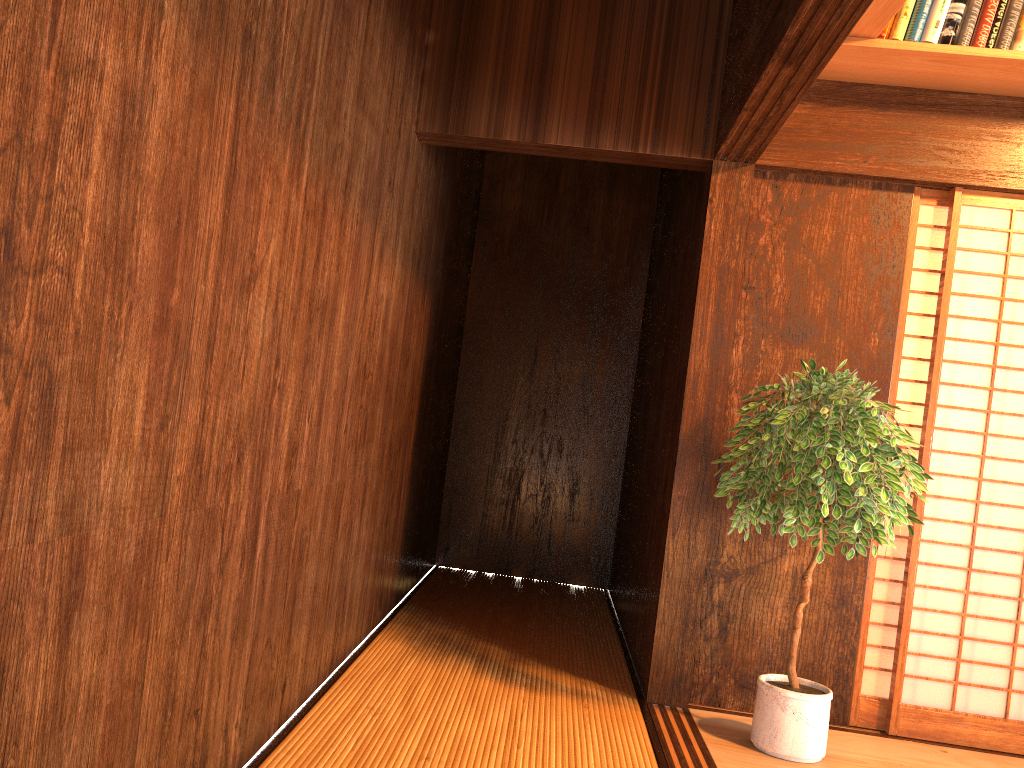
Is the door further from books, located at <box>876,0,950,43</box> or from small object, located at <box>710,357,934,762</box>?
books, located at <box>876,0,950,43</box>

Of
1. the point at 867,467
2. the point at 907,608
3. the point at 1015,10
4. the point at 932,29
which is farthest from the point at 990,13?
the point at 907,608

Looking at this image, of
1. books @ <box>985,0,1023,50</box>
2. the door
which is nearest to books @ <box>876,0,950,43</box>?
books @ <box>985,0,1023,50</box>

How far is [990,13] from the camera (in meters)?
3.03

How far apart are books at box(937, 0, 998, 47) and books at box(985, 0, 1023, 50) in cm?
3

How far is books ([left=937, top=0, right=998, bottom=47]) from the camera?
3.0 meters

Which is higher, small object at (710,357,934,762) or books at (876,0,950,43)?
books at (876,0,950,43)

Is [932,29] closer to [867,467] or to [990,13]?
[990,13]

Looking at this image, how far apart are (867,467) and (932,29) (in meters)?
1.55

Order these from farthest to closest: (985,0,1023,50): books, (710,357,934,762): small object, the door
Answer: the door
(985,0,1023,50): books
(710,357,934,762): small object
